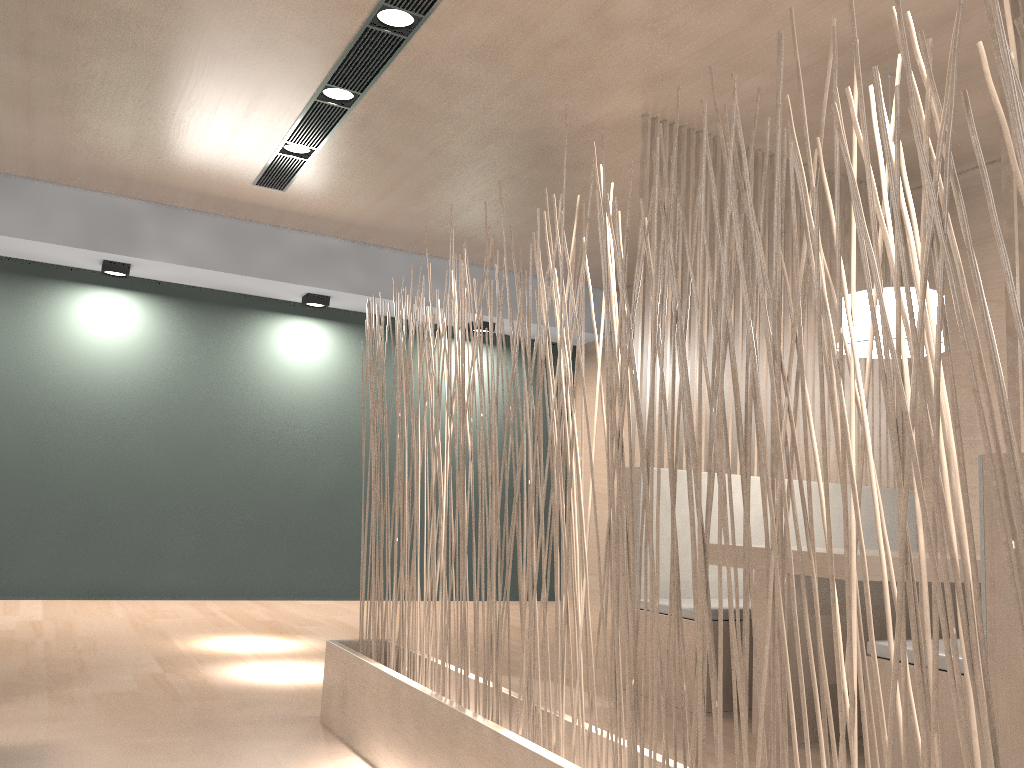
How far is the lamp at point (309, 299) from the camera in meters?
3.9 m

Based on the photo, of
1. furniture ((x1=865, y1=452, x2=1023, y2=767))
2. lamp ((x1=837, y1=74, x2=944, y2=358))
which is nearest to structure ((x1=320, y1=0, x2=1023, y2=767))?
furniture ((x1=865, y1=452, x2=1023, y2=767))

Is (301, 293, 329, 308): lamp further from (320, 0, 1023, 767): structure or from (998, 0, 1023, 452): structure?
(998, 0, 1023, 452): structure

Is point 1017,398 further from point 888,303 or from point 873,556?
point 888,303

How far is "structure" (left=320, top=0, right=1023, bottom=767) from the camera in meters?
0.7

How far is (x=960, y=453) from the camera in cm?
67

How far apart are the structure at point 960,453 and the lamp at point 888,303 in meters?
1.0

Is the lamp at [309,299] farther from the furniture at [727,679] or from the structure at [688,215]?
the furniture at [727,679]

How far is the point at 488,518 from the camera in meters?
4.5 m

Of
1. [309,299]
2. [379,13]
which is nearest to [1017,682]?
[379,13]
